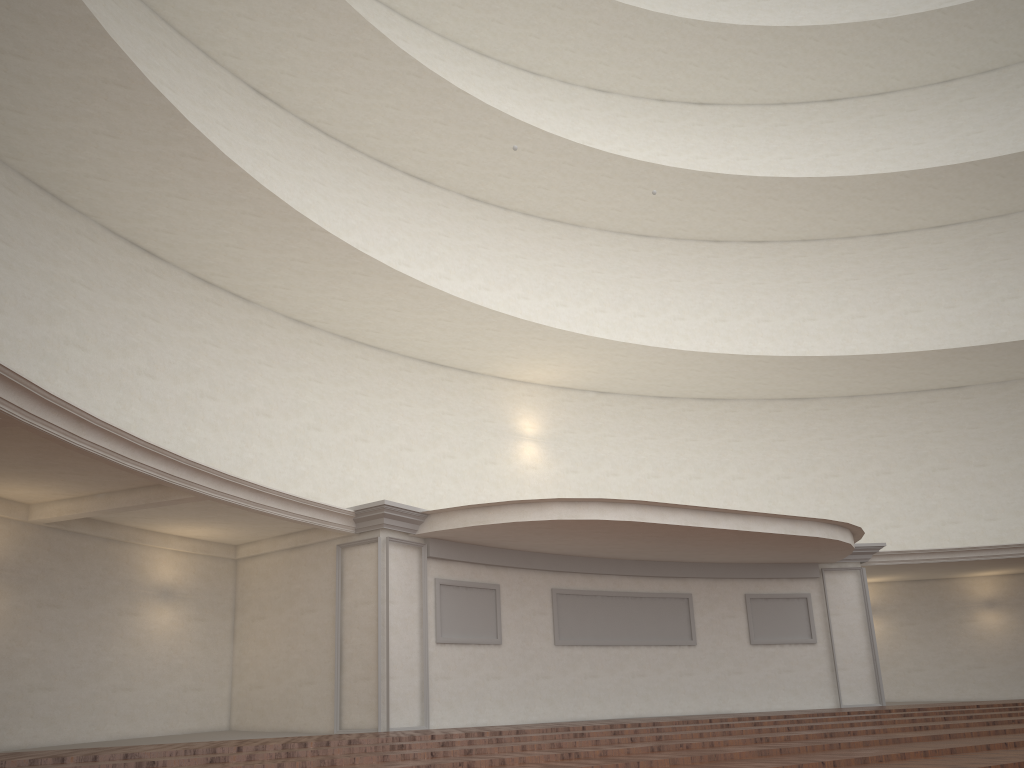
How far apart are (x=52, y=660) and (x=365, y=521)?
4.07m
